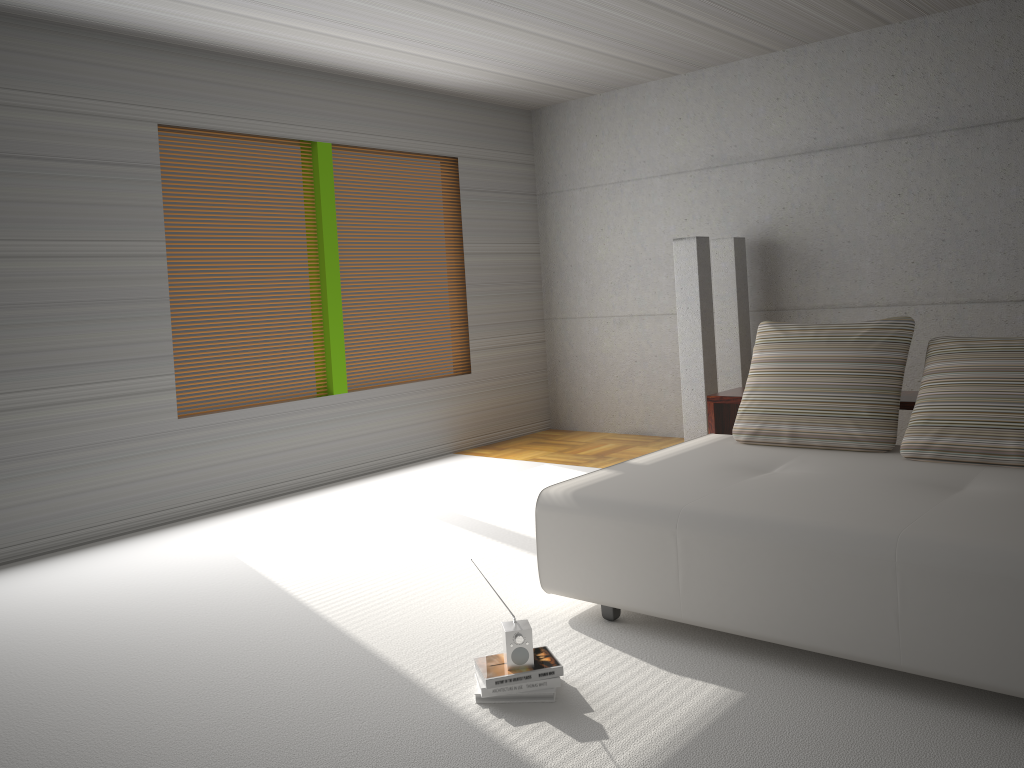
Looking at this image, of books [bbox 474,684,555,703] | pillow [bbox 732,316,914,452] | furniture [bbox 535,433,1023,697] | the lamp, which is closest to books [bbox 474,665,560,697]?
books [bbox 474,684,555,703]

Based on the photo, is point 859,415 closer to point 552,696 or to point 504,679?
point 552,696

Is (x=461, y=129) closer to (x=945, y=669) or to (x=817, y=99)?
(x=817, y=99)

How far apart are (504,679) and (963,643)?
1.4 meters

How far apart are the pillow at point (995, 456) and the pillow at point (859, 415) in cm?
10

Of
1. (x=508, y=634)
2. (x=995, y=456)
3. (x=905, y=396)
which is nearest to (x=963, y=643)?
(x=995, y=456)

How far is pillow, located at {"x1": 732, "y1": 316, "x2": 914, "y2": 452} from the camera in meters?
4.1 m

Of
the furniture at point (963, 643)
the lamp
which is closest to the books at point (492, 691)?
the furniture at point (963, 643)

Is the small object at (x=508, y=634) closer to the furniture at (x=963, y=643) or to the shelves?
the furniture at (x=963, y=643)

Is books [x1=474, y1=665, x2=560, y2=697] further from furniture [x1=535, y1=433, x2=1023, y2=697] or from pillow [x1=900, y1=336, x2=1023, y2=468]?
pillow [x1=900, y1=336, x2=1023, y2=468]
